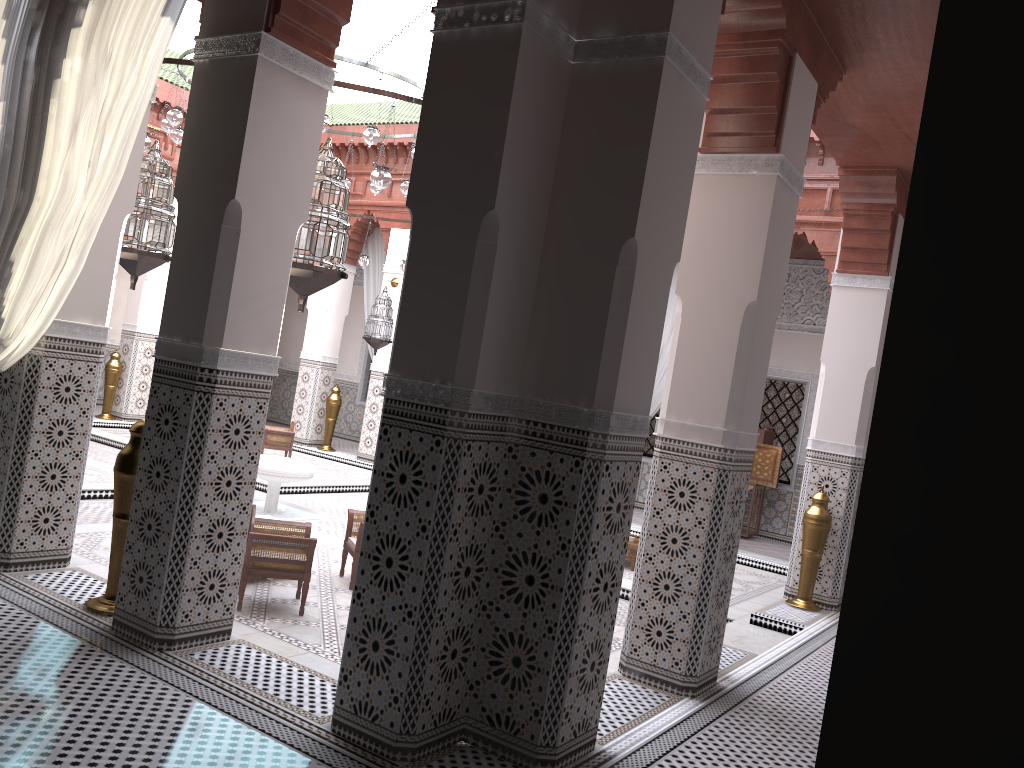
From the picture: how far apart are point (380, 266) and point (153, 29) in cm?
492

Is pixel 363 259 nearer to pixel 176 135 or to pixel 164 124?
pixel 176 135

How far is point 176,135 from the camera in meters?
4.7 m

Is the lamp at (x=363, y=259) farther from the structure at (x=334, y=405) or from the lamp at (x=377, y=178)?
the lamp at (x=377, y=178)

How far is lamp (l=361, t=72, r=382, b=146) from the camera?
4.1 meters

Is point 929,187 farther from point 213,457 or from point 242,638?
point 242,638

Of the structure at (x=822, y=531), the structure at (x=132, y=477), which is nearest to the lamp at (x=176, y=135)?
the structure at (x=132, y=477)

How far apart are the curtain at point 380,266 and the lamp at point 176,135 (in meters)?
2.54

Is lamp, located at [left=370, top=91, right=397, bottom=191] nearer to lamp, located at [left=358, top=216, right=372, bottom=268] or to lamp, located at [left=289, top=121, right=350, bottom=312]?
lamp, located at [left=289, top=121, right=350, bottom=312]

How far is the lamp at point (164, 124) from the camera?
4.52m
